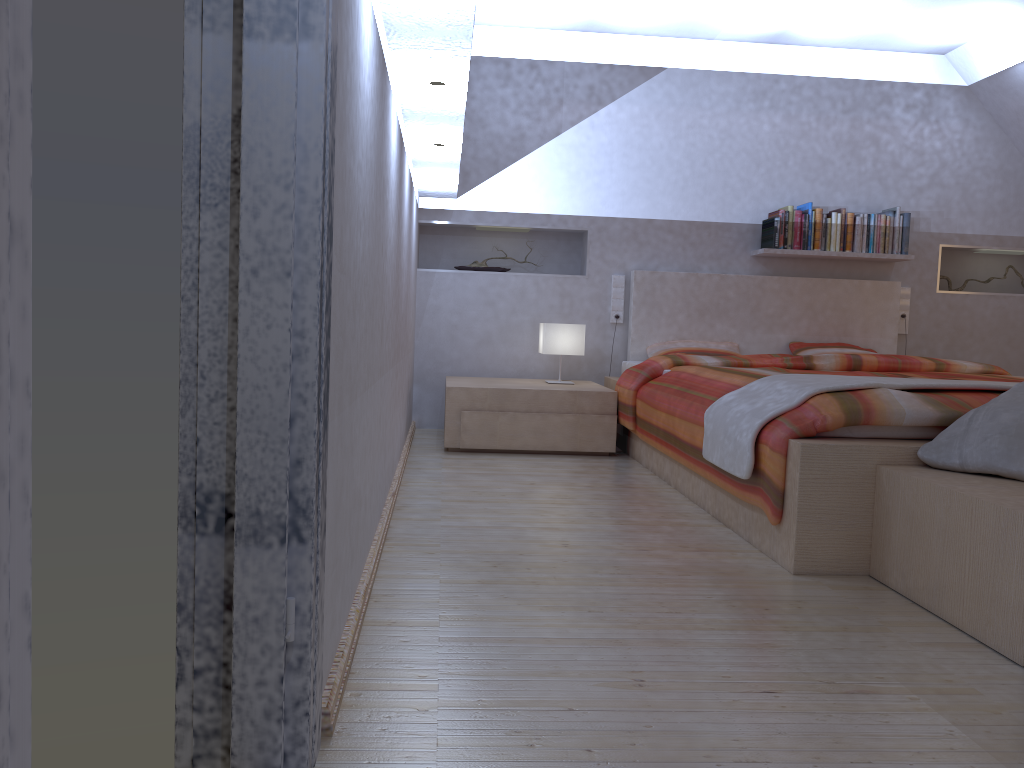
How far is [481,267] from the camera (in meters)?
5.34

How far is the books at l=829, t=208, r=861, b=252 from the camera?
5.22m

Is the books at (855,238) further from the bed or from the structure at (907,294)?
the structure at (907,294)

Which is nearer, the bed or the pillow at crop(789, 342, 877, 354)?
the bed

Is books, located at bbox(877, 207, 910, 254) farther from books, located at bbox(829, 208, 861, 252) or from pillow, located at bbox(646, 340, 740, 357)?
pillow, located at bbox(646, 340, 740, 357)

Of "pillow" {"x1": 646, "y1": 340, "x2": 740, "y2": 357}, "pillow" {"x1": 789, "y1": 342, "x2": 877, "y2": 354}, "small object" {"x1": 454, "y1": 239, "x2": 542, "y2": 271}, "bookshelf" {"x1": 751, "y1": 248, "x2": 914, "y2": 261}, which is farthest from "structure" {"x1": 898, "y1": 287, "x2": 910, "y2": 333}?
"small object" {"x1": 454, "y1": 239, "x2": 542, "y2": 271}

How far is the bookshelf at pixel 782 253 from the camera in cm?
518

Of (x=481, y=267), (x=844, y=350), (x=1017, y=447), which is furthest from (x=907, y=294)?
(x=1017, y=447)

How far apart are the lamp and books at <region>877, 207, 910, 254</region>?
2.0m

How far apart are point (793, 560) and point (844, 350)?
3.1m
